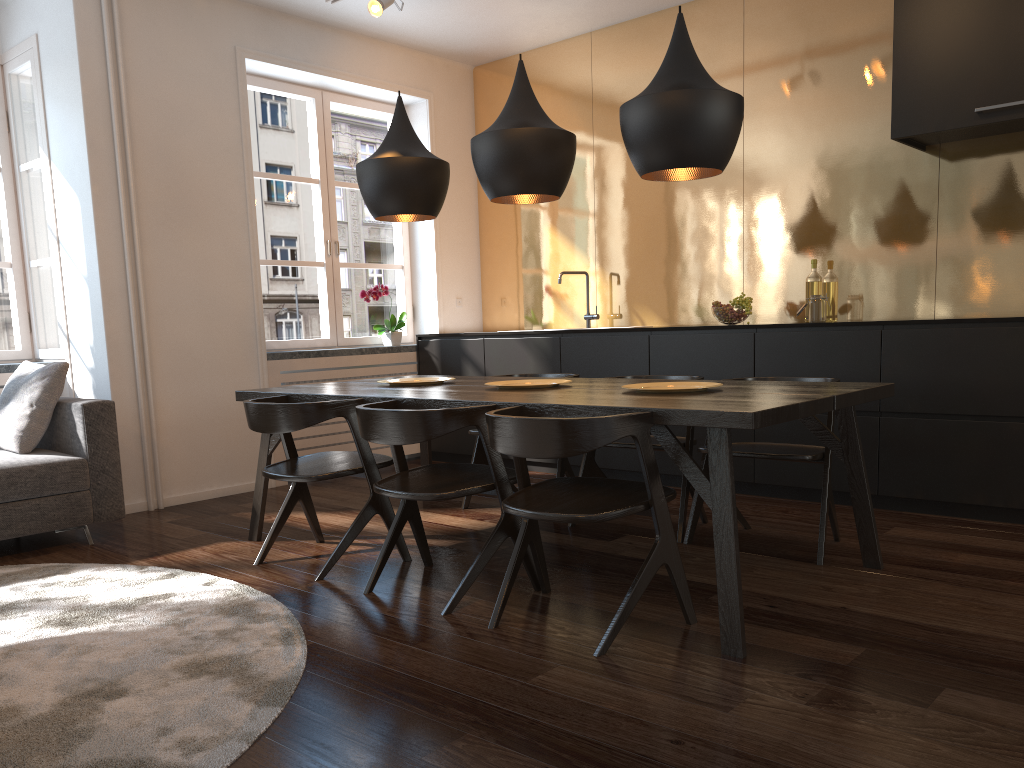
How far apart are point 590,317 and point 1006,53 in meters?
2.8 m

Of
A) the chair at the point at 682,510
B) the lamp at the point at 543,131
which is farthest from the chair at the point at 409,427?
the lamp at the point at 543,131

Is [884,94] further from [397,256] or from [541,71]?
[397,256]

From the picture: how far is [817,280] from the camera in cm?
485

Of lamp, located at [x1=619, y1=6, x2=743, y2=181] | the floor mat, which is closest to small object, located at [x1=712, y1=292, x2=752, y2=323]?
lamp, located at [x1=619, y1=6, x2=743, y2=181]

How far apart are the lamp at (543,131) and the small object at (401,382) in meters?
0.9 m

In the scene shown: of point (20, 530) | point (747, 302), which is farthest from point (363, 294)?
point (20, 530)

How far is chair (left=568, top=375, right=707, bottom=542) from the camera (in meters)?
3.69

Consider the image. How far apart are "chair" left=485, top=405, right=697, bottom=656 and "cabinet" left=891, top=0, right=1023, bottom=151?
2.5 meters

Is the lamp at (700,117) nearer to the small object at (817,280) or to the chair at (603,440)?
the chair at (603,440)
